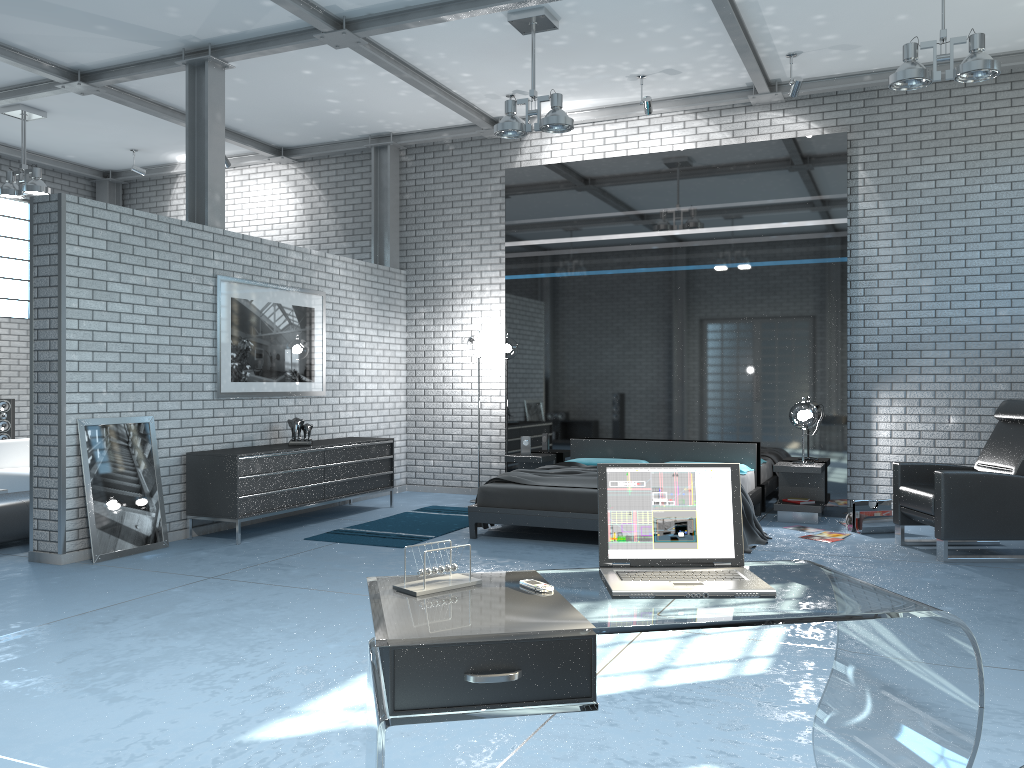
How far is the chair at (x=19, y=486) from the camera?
8.49m

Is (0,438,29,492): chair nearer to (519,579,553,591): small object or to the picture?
the picture

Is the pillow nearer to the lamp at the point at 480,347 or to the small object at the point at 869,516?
the small object at the point at 869,516

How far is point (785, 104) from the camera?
8.4 meters

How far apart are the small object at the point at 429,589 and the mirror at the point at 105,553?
4.7m

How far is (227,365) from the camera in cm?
739

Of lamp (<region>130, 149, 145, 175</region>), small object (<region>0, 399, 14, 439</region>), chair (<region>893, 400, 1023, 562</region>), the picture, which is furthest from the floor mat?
lamp (<region>130, 149, 145, 175</region>)

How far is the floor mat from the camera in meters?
6.9

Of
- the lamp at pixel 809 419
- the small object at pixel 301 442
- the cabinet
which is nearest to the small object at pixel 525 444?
the cabinet

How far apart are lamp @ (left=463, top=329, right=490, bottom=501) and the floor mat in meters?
1.6 m
